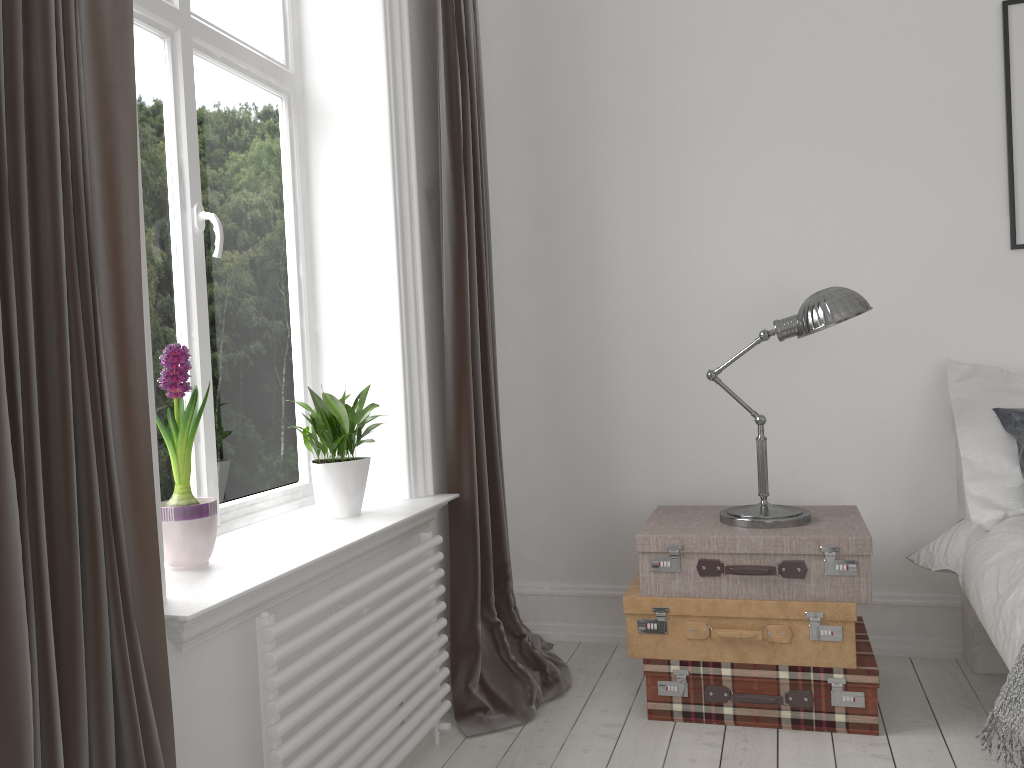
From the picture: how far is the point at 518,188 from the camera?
3.4m

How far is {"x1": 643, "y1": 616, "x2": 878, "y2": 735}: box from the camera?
2.45m

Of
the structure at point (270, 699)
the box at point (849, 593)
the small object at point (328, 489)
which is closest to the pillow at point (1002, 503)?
the box at point (849, 593)

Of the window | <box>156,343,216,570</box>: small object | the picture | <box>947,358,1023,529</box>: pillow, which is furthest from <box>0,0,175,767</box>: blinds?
the picture

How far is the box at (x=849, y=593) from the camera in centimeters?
244cm

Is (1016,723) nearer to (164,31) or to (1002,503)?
(1002,503)

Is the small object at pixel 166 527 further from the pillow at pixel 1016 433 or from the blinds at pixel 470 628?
the pillow at pixel 1016 433

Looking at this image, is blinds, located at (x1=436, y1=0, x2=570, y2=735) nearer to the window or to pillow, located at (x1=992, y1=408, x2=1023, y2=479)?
the window

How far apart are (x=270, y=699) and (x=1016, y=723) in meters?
1.5 m

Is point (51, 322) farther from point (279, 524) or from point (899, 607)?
point (899, 607)
